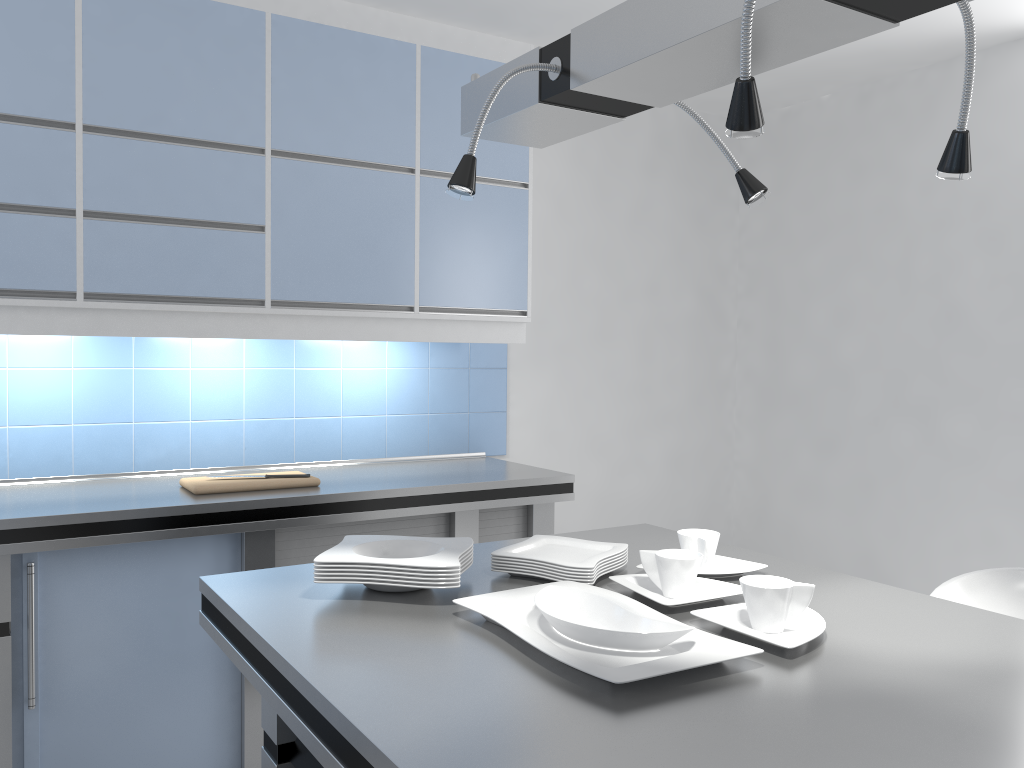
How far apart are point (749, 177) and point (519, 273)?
2.0 meters

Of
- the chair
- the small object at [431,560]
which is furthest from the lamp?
the chair

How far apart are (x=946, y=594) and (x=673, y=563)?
1.0m

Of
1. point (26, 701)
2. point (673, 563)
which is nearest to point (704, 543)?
point (673, 563)

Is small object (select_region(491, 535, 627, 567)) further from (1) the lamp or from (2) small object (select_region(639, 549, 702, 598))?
(1) the lamp

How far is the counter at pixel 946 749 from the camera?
1.1 meters

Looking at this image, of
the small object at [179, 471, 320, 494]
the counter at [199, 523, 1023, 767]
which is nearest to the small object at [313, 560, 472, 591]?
the counter at [199, 523, 1023, 767]

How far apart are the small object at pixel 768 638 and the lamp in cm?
75

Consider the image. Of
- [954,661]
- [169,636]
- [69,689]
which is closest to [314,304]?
[169,636]

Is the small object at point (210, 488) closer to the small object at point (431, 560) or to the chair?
the small object at point (431, 560)
